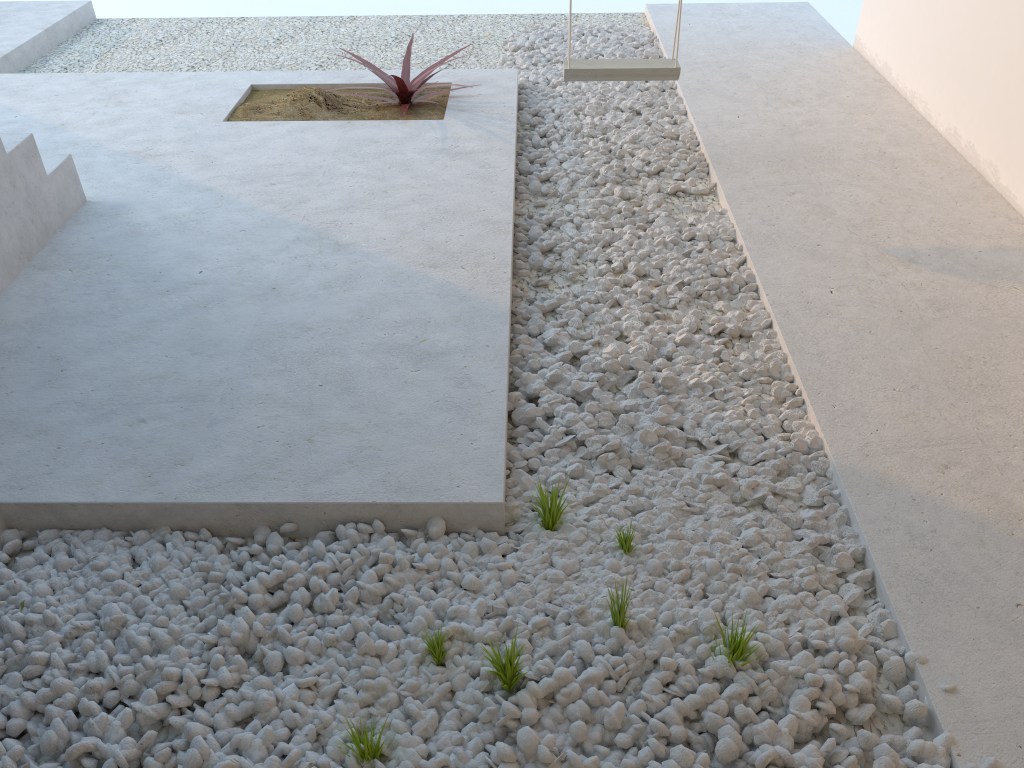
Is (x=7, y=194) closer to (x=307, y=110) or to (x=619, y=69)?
(x=307, y=110)

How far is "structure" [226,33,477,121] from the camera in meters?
4.2 m

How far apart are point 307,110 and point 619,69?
1.55m

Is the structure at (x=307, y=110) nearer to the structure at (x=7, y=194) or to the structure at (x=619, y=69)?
the structure at (x=619, y=69)

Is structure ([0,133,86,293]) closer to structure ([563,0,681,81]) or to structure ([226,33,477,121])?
structure ([226,33,477,121])

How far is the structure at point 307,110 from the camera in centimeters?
424cm

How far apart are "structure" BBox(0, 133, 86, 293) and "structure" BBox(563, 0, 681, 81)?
2.0m

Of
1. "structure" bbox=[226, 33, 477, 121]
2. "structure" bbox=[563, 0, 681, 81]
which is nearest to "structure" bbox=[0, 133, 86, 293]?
"structure" bbox=[226, 33, 477, 121]

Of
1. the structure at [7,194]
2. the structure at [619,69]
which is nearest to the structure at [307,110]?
the structure at [619,69]

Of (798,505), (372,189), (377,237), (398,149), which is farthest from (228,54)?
(798,505)
